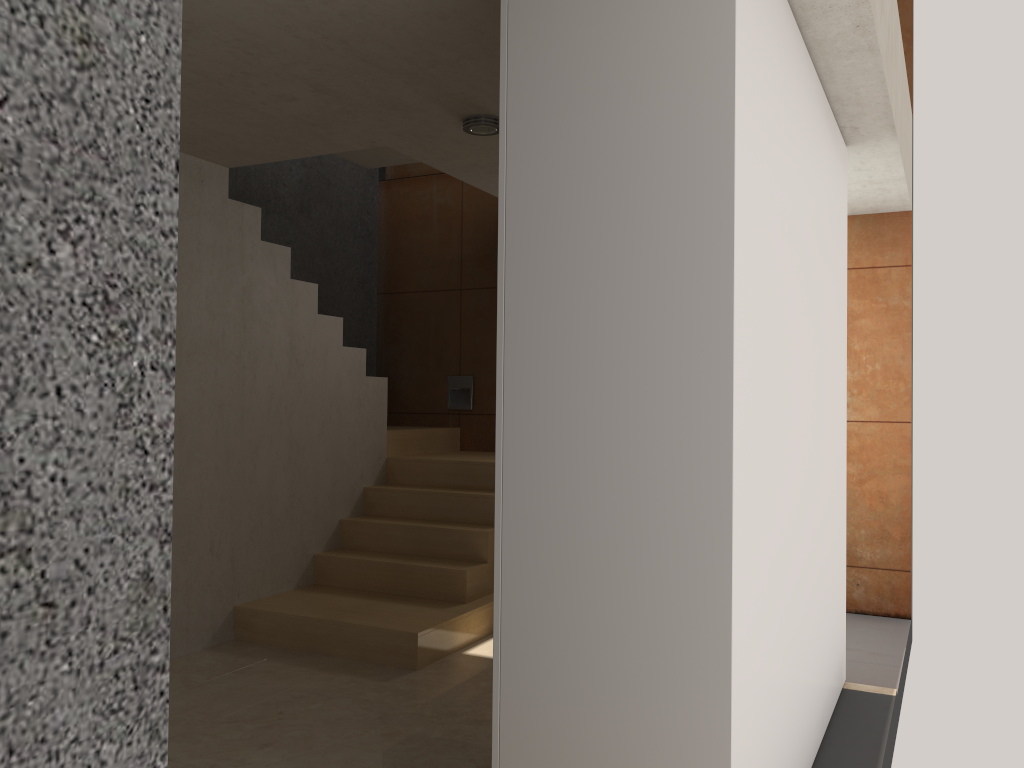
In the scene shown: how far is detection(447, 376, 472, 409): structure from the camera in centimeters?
686cm

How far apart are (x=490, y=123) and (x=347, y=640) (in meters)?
2.57

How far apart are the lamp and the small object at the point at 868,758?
2.80m

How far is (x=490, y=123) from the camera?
3.8m

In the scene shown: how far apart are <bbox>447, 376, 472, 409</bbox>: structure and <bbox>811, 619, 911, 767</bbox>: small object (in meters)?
3.59

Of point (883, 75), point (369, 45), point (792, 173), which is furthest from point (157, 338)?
point (883, 75)

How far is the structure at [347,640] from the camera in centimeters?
439cm

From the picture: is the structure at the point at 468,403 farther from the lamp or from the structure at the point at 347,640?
the lamp

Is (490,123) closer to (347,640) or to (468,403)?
(347,640)

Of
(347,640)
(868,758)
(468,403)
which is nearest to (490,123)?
(347,640)
